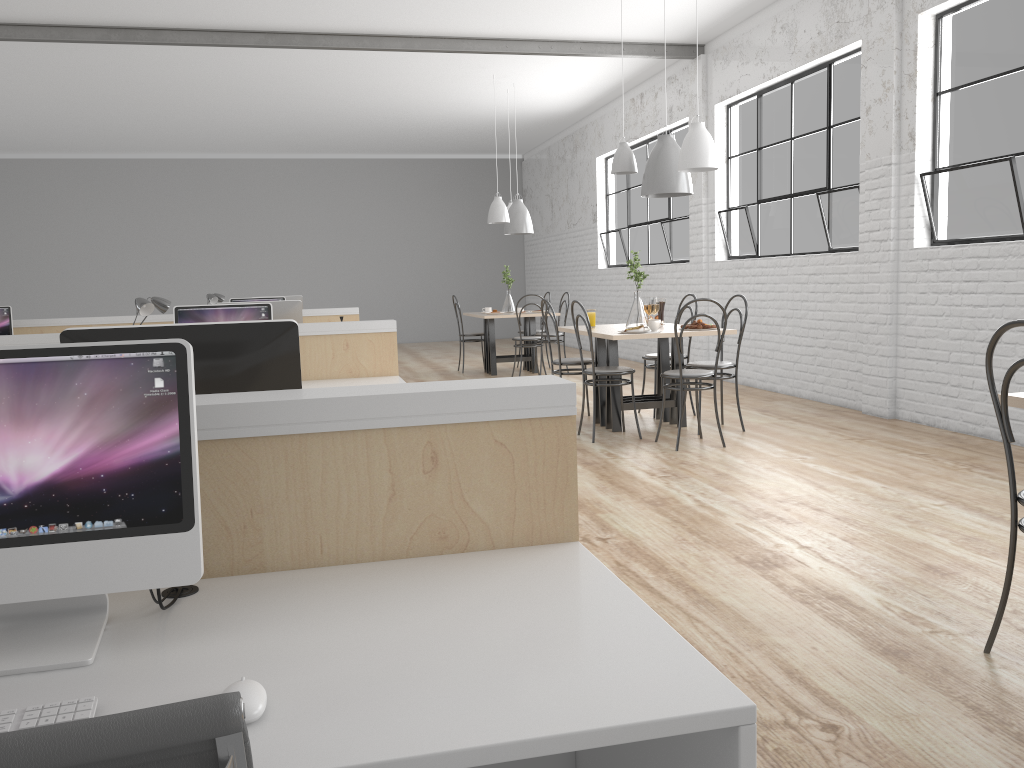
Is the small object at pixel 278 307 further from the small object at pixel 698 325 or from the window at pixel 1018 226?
the window at pixel 1018 226

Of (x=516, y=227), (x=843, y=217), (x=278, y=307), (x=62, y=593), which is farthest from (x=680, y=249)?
(x=62, y=593)

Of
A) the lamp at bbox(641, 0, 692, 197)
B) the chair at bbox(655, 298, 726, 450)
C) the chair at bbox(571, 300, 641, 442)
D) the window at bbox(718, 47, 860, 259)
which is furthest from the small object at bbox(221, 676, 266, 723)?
the window at bbox(718, 47, 860, 259)

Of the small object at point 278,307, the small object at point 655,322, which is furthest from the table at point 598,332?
the small object at point 278,307

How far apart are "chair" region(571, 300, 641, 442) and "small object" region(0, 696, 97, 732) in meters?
3.5 m

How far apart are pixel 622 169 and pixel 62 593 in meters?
4.0

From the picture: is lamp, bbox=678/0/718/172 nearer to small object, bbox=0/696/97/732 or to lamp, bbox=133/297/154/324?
lamp, bbox=133/297/154/324

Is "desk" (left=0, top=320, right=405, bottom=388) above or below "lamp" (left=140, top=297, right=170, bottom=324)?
below

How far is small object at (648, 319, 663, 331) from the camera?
4.4 meters

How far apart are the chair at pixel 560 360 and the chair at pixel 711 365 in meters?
0.6 m
